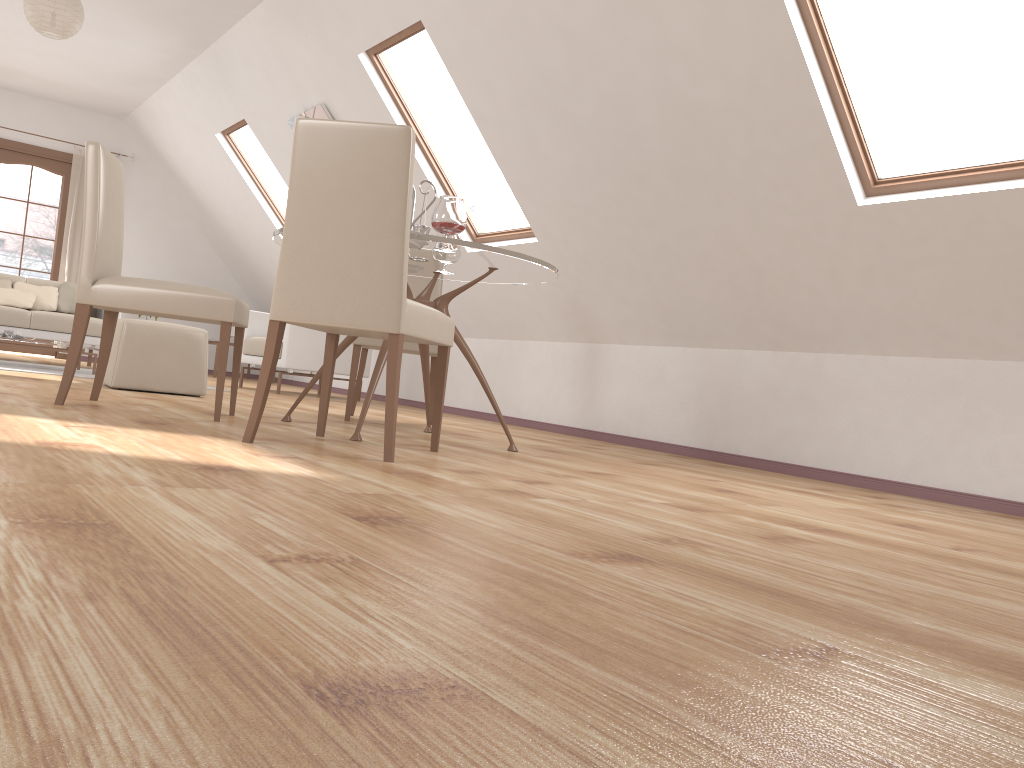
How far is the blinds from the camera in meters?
9.1 m

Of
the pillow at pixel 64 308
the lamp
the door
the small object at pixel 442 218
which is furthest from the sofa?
the small object at pixel 442 218

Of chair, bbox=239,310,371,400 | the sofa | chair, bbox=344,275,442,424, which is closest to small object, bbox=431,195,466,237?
chair, bbox=344,275,442,424

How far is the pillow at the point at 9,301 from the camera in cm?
710

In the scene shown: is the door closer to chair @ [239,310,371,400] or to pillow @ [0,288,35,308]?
pillow @ [0,288,35,308]

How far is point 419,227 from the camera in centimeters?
373cm

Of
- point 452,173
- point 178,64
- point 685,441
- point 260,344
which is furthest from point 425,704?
point 452,173

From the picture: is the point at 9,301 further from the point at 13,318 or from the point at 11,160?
the point at 11,160

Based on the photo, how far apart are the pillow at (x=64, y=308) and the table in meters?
4.6 m

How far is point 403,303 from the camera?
2.7 meters
